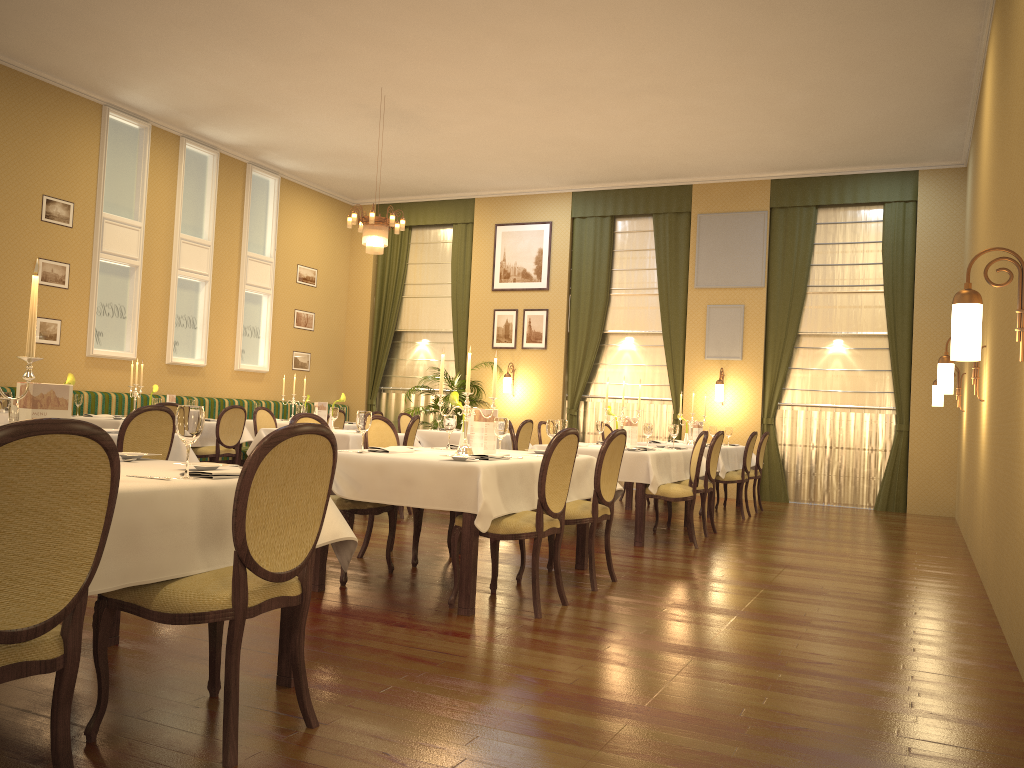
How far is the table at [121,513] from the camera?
2.4 meters

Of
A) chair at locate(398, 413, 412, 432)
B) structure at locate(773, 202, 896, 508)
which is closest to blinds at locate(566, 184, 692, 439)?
structure at locate(773, 202, 896, 508)

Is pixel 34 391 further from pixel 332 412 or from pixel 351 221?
pixel 351 221

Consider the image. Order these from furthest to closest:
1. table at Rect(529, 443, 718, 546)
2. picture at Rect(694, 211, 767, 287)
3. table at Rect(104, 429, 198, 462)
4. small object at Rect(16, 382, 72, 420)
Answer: picture at Rect(694, 211, 767, 287), table at Rect(529, 443, 718, 546), table at Rect(104, 429, 198, 462), small object at Rect(16, 382, 72, 420)

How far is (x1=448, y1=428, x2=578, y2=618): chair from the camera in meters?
4.4

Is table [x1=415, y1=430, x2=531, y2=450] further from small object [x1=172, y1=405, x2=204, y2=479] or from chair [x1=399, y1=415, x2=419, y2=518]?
small object [x1=172, y1=405, x2=204, y2=479]

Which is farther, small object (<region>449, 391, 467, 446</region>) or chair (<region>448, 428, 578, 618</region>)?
small object (<region>449, 391, 467, 446</region>)

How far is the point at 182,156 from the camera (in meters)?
11.56

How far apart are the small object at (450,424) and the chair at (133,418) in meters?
1.7

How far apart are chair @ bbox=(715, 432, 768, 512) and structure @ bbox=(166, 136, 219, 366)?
7.3 meters
